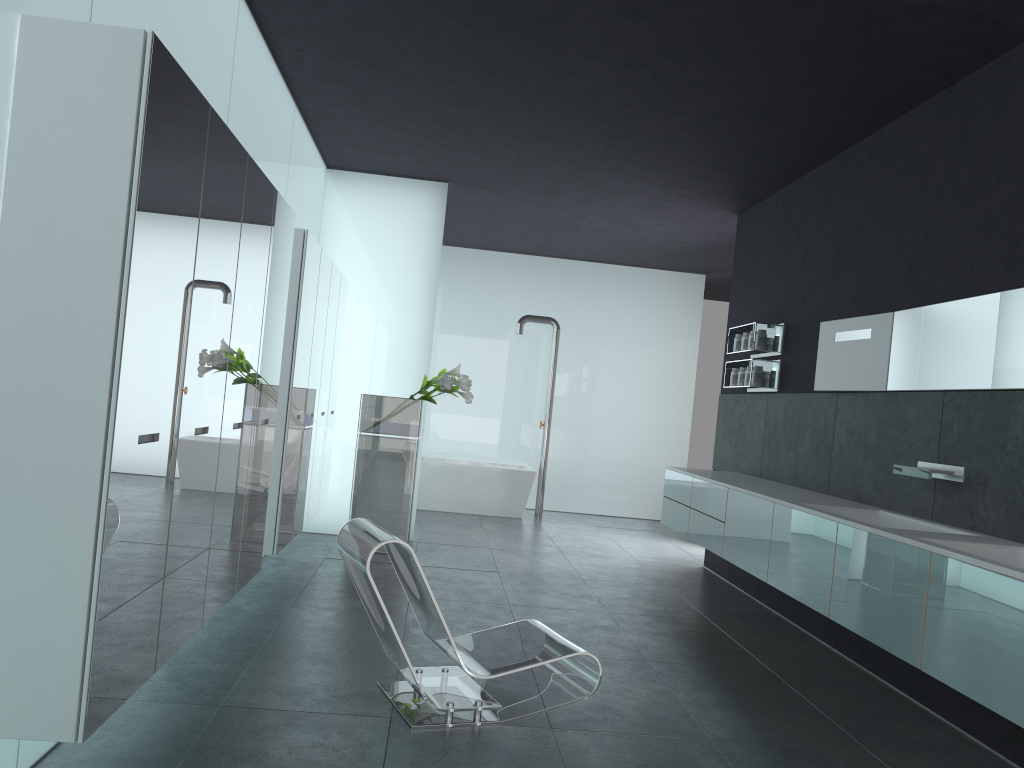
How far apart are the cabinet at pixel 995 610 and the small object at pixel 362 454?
2.43m

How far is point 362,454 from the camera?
8.4m

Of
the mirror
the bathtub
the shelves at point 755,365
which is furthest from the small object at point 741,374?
the bathtub

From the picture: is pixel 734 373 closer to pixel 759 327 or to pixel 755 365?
pixel 755 365

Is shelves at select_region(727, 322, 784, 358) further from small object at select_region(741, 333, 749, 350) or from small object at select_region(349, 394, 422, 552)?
small object at select_region(349, 394, 422, 552)

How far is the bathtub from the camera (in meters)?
11.90

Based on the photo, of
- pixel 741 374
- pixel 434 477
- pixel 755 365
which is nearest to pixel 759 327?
pixel 755 365

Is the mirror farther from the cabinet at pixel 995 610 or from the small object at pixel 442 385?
the small object at pixel 442 385

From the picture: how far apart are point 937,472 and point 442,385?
4.47m

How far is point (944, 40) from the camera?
4.98m
